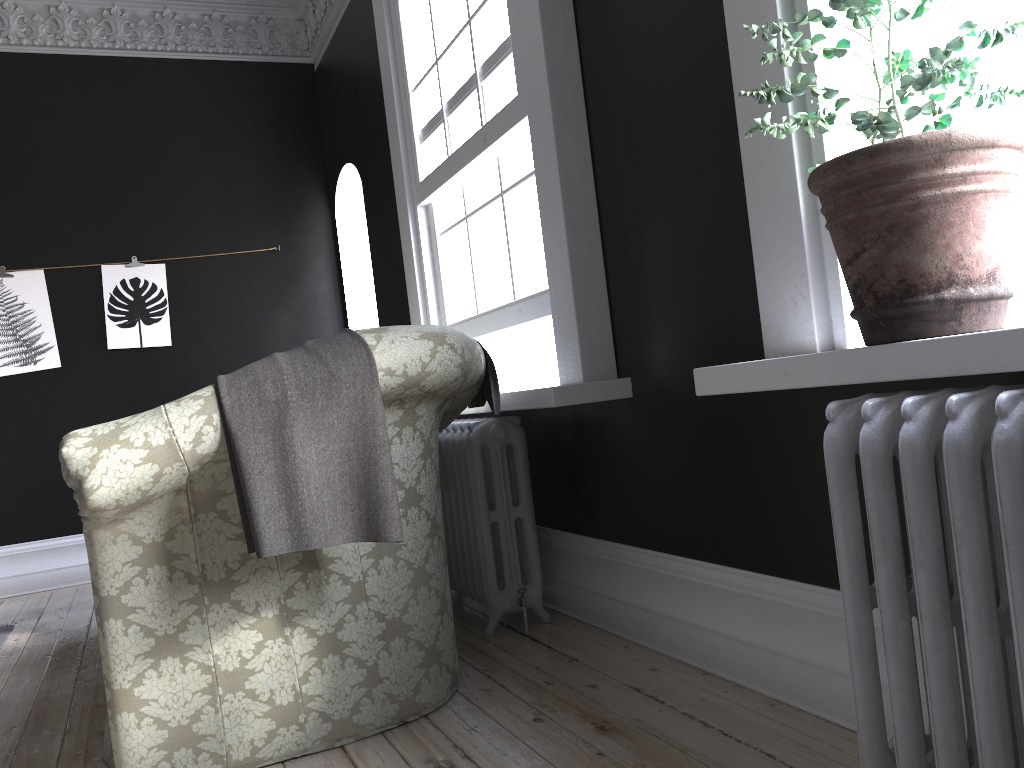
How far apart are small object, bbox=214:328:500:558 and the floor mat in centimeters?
278cm

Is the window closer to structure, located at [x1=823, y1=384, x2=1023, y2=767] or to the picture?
structure, located at [x1=823, y1=384, x2=1023, y2=767]

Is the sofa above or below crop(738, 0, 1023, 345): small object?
below

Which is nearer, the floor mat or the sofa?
the sofa

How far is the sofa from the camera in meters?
2.1

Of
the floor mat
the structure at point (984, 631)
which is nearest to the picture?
the floor mat

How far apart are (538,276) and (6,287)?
4.10m

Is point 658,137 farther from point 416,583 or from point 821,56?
point 416,583

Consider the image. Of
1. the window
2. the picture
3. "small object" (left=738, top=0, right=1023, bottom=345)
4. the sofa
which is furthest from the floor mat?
"small object" (left=738, top=0, right=1023, bottom=345)

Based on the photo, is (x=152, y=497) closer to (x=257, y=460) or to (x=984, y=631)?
(x=257, y=460)
